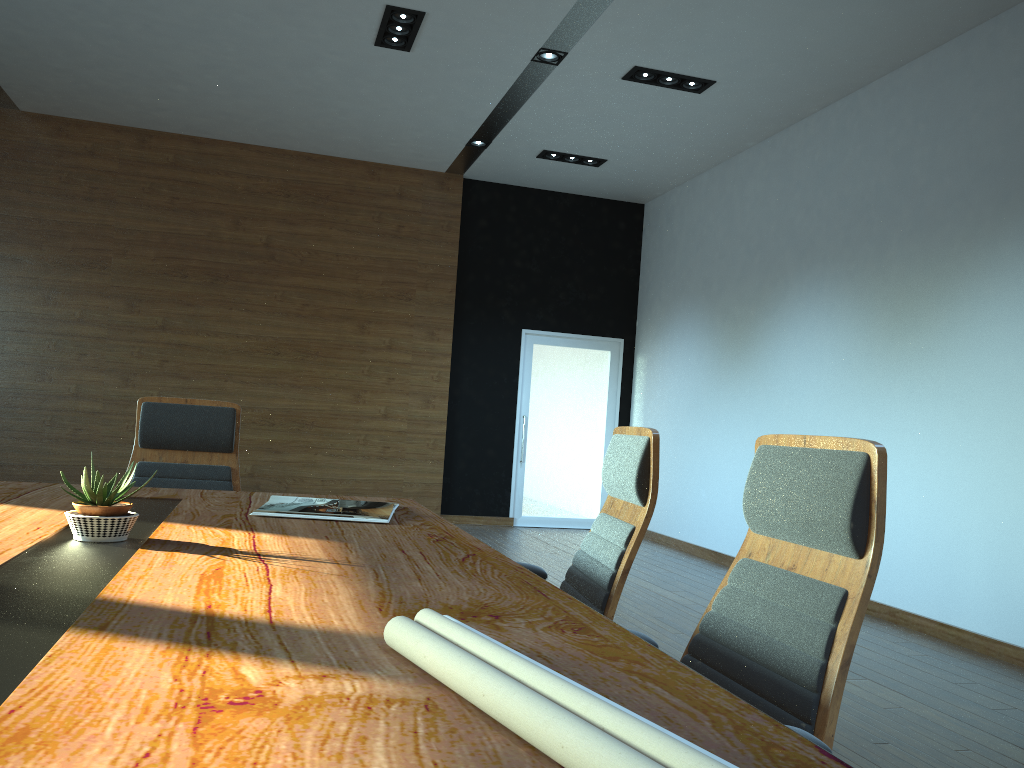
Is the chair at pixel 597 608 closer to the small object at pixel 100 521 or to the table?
the table

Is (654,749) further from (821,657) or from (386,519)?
(386,519)

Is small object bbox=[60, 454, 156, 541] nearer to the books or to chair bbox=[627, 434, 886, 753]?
the books

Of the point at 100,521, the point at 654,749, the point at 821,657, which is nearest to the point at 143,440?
the point at 100,521

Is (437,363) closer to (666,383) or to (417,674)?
(666,383)

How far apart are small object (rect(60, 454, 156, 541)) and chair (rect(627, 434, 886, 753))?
1.2m

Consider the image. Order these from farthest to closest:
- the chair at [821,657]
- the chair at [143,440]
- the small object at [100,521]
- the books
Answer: the chair at [143,440], the books, the small object at [100,521], the chair at [821,657]

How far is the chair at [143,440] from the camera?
3.5m

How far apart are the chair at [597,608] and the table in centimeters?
32cm

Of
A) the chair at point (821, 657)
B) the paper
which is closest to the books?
the chair at point (821, 657)
